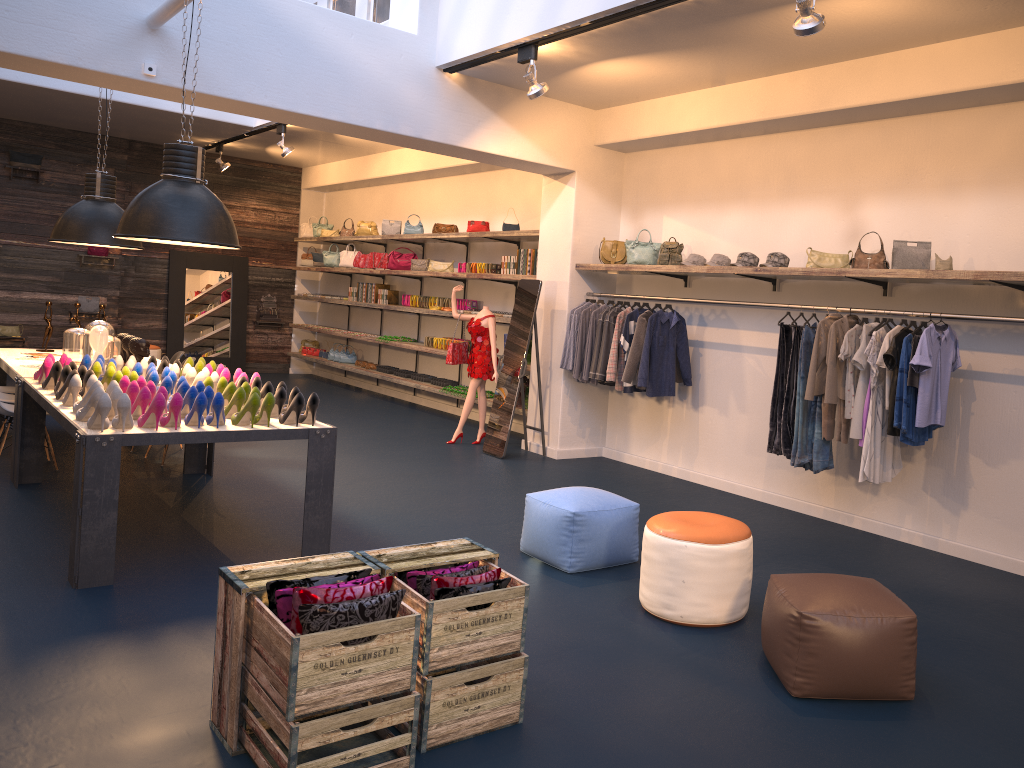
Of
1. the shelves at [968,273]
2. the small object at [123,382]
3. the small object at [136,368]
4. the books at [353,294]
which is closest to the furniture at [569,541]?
the shelves at [968,273]

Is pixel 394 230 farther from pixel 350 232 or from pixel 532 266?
pixel 532 266

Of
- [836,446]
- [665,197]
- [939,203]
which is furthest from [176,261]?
[939,203]

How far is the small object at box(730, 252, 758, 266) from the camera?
6.94m

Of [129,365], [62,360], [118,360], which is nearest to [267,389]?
[129,365]

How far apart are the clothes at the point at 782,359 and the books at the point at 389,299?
7.3m

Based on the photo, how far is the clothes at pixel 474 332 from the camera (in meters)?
9.18

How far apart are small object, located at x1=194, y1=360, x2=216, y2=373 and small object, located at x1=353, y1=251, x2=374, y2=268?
6.7 meters

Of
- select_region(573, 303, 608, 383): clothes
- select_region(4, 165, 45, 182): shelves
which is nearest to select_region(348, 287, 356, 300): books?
select_region(4, 165, 45, 182): shelves

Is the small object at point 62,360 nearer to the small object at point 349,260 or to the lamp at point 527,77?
the lamp at point 527,77
